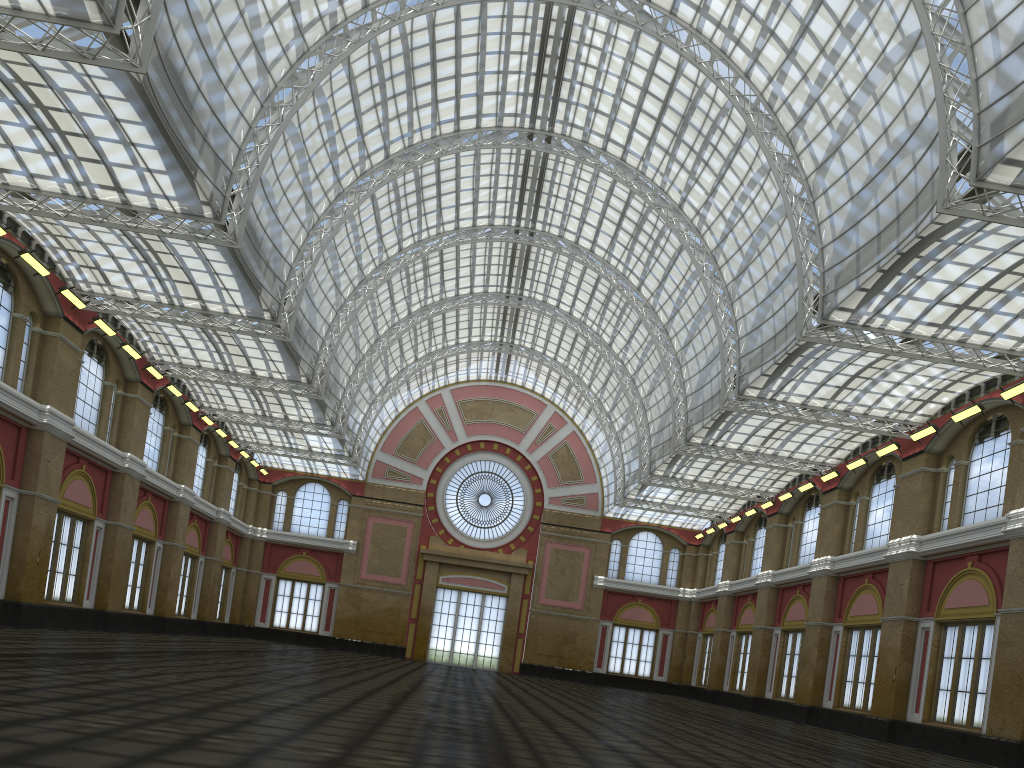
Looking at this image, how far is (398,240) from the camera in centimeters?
4997cm
